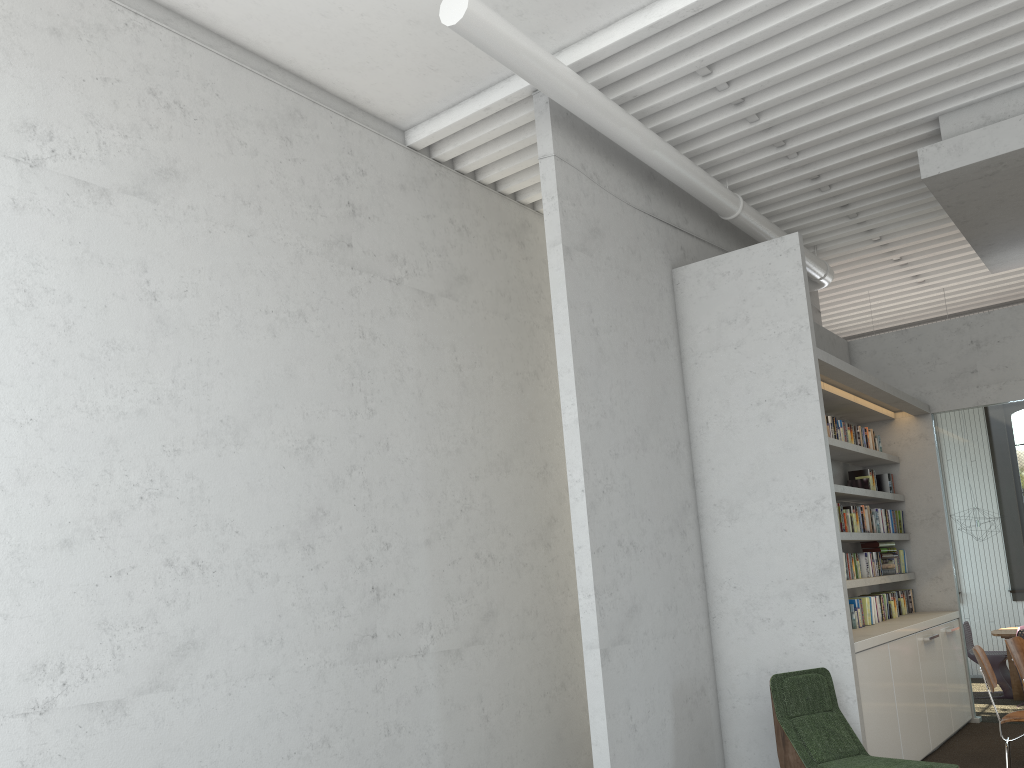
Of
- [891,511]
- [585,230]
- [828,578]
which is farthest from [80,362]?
[891,511]
